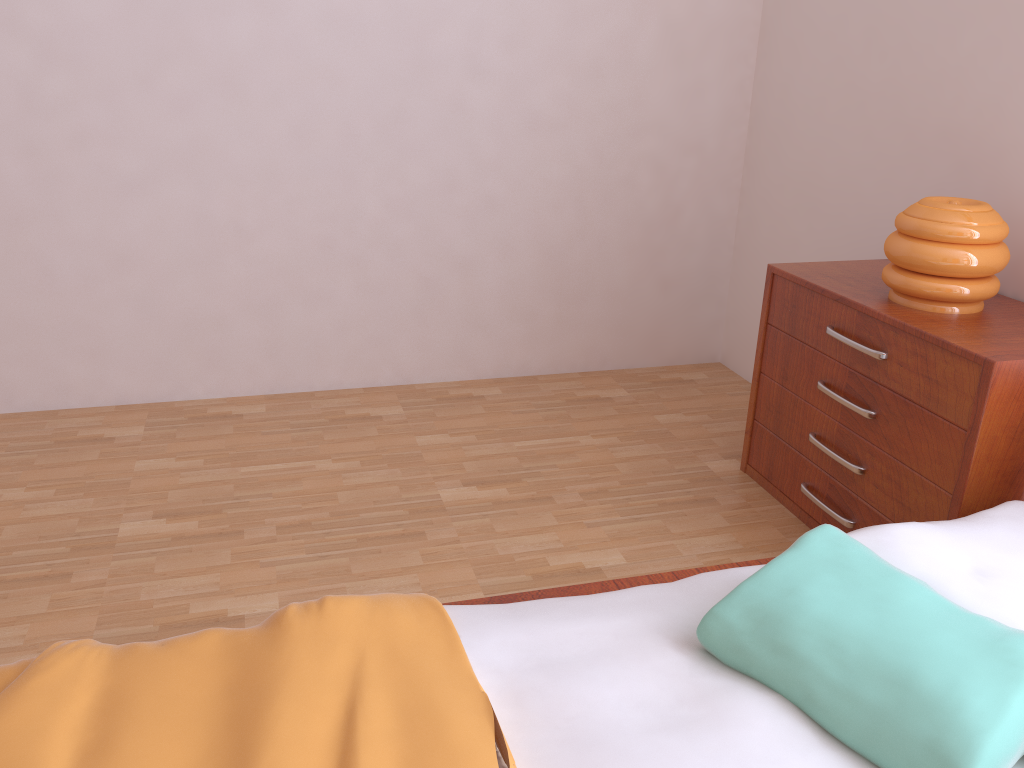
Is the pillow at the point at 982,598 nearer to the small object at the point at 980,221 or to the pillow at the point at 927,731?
the pillow at the point at 927,731

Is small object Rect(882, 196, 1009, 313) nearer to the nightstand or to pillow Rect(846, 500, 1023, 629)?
the nightstand

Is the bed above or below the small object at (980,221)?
below

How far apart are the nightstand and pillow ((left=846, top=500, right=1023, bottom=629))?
0.1 meters

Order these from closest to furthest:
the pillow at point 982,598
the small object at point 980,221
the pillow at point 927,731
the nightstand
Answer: the pillow at point 927,731, the pillow at point 982,598, the nightstand, the small object at point 980,221

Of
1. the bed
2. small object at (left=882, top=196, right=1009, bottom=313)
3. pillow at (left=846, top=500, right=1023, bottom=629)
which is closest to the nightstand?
small object at (left=882, top=196, right=1009, bottom=313)

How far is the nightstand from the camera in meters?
1.8

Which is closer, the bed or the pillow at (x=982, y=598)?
the bed

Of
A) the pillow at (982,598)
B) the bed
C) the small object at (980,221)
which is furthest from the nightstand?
the bed

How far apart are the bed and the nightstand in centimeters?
49cm
